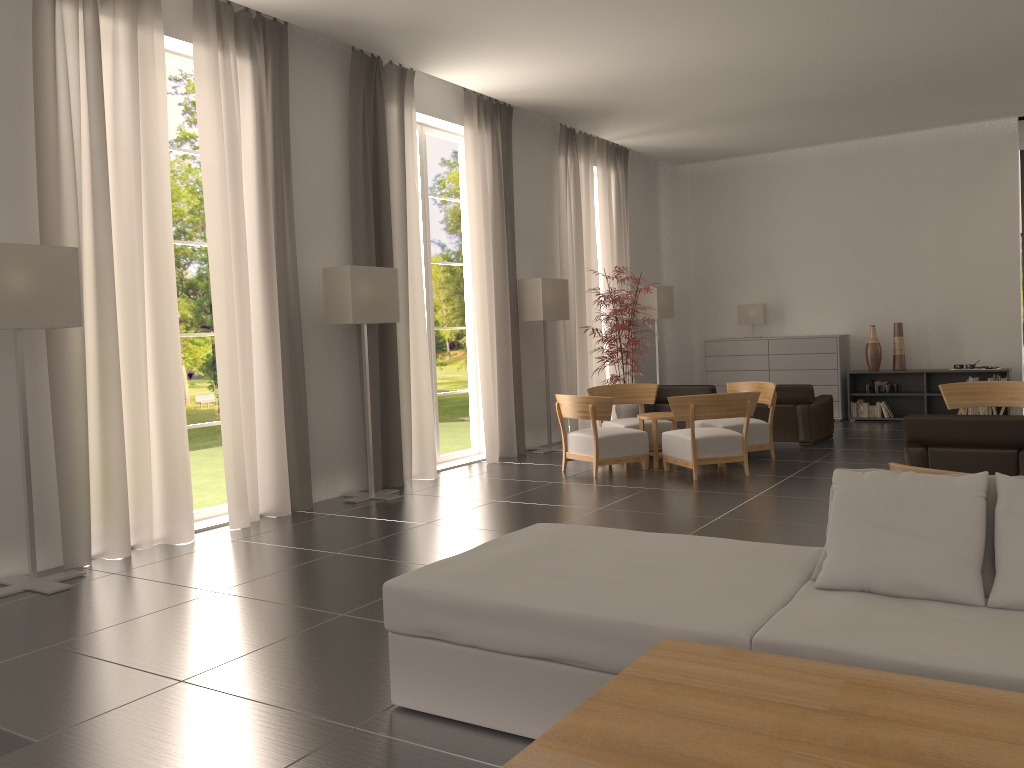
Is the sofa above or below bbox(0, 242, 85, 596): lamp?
below

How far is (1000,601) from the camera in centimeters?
423cm

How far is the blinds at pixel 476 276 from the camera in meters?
15.0

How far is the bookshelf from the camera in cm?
1861

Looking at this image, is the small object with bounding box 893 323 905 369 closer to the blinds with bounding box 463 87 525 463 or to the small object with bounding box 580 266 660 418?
the small object with bounding box 580 266 660 418

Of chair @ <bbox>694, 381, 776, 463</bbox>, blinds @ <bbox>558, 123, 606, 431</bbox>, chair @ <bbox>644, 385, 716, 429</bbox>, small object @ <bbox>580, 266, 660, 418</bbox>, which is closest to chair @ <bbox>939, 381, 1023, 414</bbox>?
chair @ <bbox>694, 381, 776, 463</bbox>

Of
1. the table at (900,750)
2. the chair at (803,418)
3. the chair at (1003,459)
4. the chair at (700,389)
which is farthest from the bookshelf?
the table at (900,750)

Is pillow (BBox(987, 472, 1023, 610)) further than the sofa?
Yes

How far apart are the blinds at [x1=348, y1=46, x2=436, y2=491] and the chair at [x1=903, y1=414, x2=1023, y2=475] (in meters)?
6.81

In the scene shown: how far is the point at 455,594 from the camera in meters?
4.9 m
